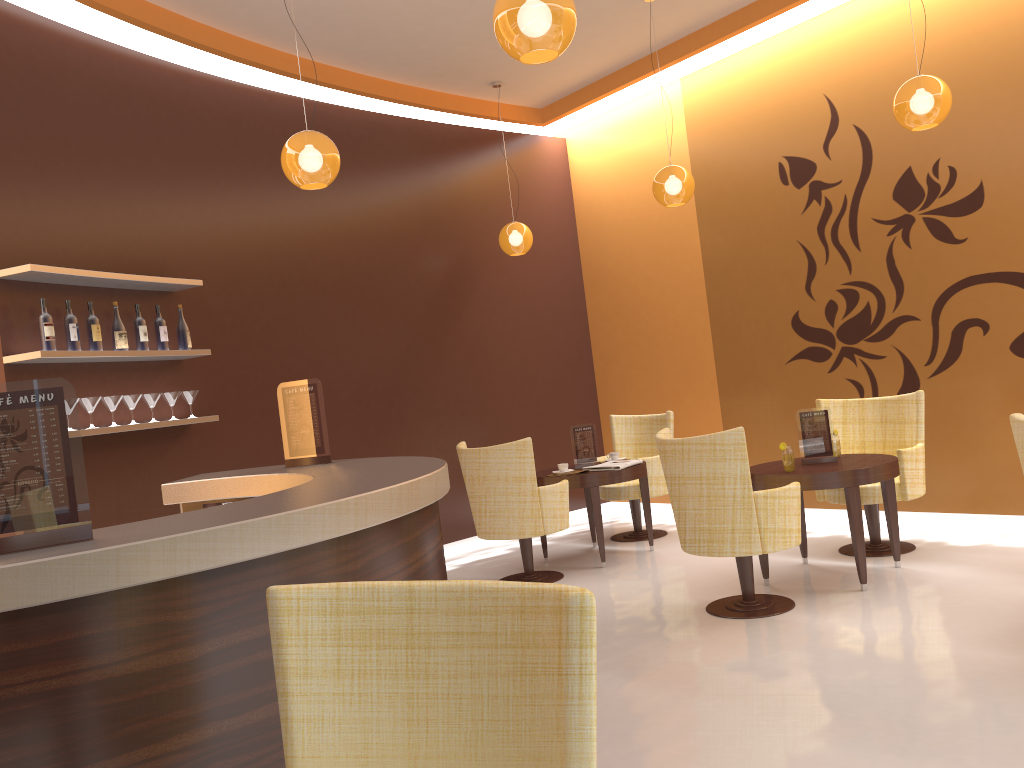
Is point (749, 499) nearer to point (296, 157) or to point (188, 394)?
point (296, 157)

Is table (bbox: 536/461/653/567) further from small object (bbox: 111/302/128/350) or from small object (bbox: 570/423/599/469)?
small object (bbox: 111/302/128/350)

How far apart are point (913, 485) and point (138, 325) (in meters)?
4.87

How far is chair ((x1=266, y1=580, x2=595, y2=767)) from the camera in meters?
1.5 m

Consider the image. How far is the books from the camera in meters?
6.4

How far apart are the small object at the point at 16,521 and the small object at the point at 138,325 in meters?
3.3

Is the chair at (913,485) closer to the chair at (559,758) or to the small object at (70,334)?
the chair at (559,758)

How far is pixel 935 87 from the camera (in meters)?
4.74

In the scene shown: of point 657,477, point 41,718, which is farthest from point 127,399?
point 657,477

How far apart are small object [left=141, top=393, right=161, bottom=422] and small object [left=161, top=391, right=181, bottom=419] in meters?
0.1 m
